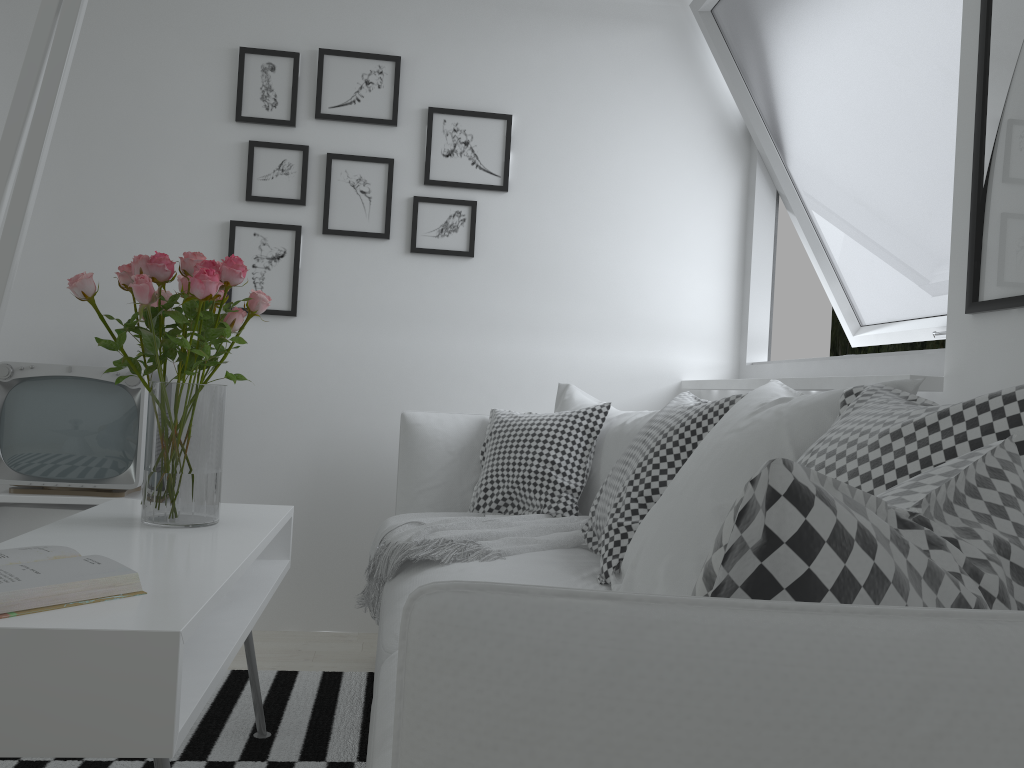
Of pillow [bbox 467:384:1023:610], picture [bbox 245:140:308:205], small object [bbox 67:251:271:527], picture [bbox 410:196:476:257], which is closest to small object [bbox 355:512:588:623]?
pillow [bbox 467:384:1023:610]

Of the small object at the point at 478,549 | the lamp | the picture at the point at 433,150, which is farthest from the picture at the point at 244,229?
the lamp

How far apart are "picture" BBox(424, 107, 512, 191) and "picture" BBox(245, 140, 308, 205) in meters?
0.4 m

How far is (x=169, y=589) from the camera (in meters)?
1.34

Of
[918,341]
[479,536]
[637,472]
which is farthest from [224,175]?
[918,341]

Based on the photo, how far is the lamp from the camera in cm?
48

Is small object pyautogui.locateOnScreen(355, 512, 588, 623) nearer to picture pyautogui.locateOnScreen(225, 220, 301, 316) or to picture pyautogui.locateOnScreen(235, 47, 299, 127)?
picture pyautogui.locateOnScreen(225, 220, 301, 316)

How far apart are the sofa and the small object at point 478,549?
0.0 meters

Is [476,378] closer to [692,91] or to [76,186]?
[692,91]

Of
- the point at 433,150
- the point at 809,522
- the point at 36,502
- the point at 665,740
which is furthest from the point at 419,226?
the point at 665,740
